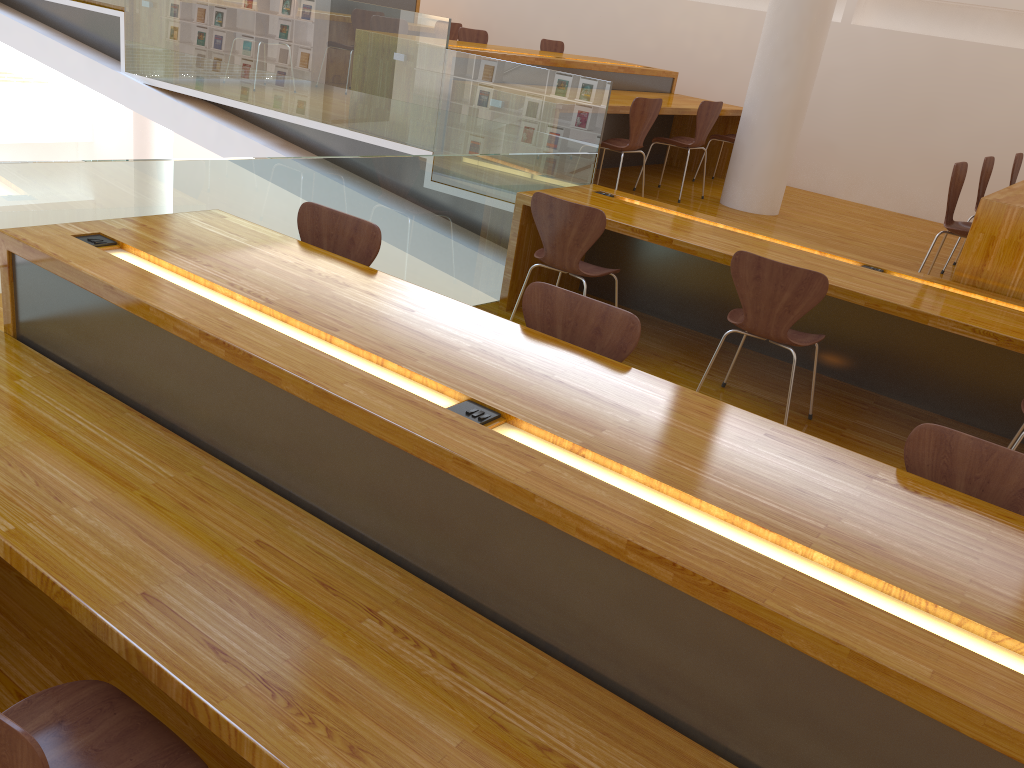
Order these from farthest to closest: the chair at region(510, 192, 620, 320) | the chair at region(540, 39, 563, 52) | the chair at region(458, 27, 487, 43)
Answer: the chair at region(540, 39, 563, 52) → the chair at region(458, 27, 487, 43) → the chair at region(510, 192, 620, 320)

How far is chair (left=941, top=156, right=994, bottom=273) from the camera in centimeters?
526cm

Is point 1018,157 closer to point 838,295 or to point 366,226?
point 838,295

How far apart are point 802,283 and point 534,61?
3.3 meters

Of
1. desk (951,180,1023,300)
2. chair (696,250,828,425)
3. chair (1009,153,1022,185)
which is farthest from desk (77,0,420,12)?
chair (696,250,828,425)

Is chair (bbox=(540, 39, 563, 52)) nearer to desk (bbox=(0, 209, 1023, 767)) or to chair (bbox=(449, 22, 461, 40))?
chair (bbox=(449, 22, 461, 40))

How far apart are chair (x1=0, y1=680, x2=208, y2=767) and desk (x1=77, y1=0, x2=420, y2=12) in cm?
799

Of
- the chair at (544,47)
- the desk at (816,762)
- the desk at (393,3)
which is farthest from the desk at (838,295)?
the desk at (393,3)

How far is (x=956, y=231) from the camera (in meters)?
4.40

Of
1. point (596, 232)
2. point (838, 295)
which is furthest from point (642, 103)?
point (838, 295)
